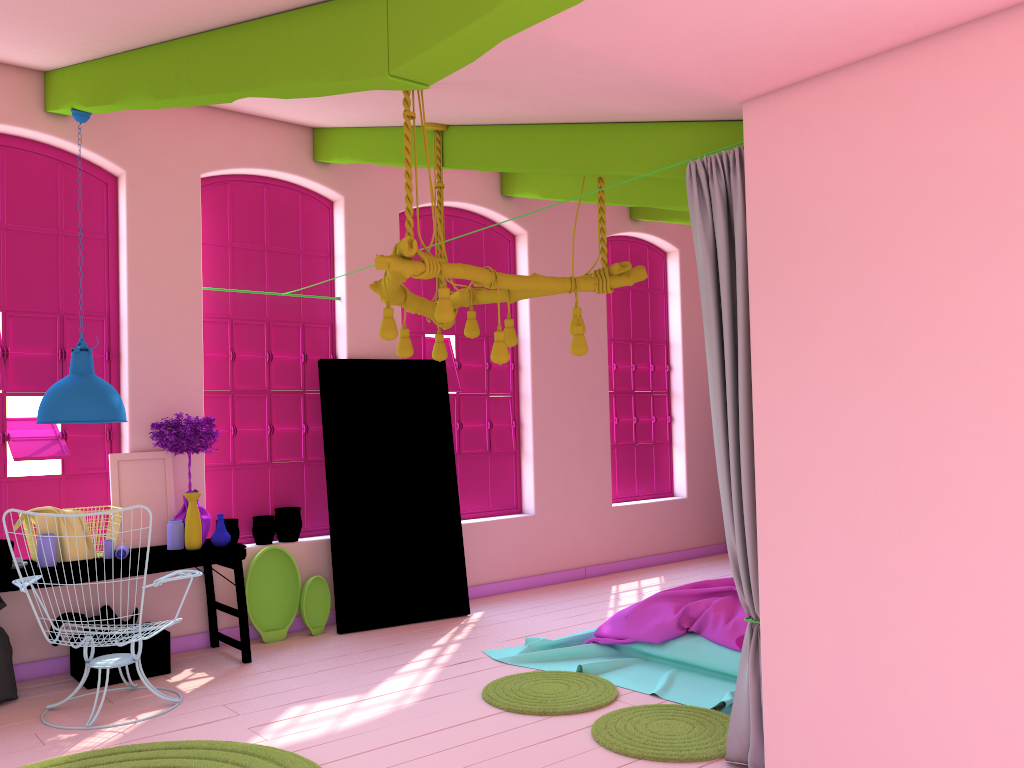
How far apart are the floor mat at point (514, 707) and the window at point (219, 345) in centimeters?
260cm

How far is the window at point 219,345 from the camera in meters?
7.0

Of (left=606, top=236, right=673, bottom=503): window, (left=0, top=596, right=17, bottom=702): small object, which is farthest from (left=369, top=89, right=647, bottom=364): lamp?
(left=606, top=236, right=673, bottom=503): window

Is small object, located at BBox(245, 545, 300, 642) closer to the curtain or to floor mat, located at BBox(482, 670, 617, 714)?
floor mat, located at BBox(482, 670, 617, 714)

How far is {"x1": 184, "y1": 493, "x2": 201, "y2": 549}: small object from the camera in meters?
6.0

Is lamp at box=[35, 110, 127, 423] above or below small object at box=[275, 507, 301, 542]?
above

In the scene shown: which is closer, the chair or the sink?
the chair

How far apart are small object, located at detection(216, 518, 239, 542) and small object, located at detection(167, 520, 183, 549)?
0.71m

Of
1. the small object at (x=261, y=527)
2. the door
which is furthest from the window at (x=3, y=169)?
the door

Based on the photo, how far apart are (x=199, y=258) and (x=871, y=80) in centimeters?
510cm
